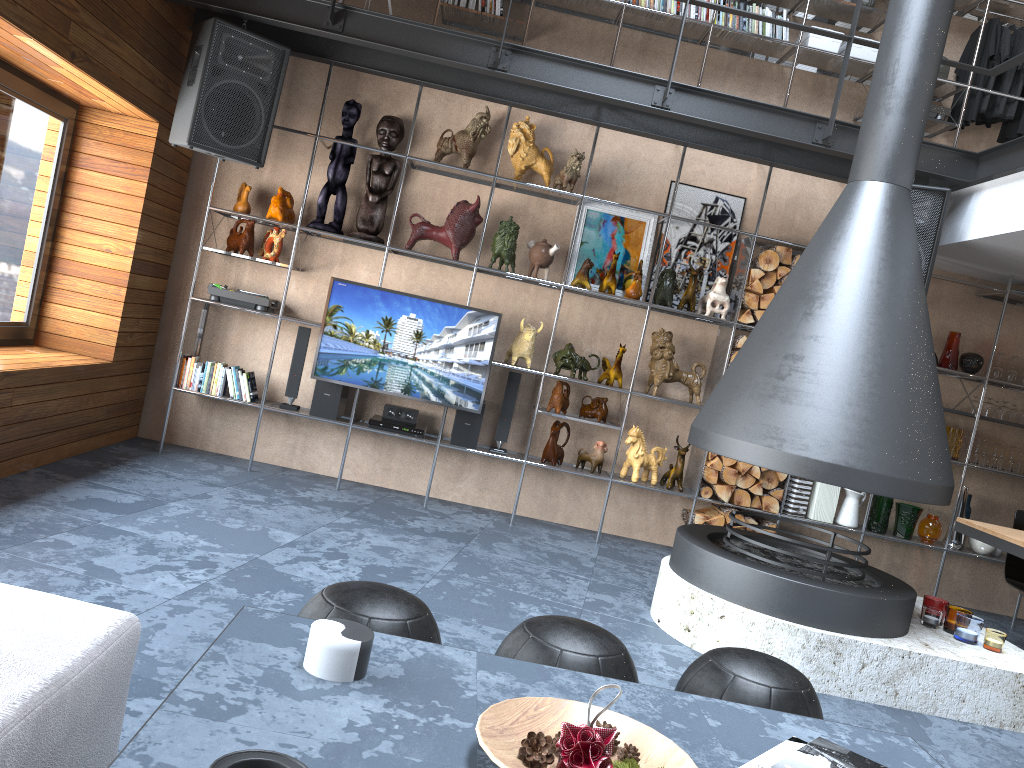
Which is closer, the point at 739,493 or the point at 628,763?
the point at 628,763

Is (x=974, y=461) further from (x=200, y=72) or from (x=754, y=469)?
(x=200, y=72)

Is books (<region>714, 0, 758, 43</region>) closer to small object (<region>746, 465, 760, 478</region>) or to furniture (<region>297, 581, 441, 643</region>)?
small object (<region>746, 465, 760, 478</region>)

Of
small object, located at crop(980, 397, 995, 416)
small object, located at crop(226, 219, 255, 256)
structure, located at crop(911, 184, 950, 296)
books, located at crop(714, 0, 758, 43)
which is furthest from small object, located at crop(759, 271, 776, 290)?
small object, located at crop(226, 219, 255, 256)

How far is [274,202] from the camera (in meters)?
5.50

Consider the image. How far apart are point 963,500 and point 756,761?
4.9 meters

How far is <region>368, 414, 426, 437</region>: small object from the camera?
5.6 meters

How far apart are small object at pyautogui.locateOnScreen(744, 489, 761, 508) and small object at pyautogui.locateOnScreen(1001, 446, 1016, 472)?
1.71m

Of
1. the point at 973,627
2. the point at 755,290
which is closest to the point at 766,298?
the point at 755,290

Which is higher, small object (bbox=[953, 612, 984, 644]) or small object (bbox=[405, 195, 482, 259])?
small object (bbox=[405, 195, 482, 259])
